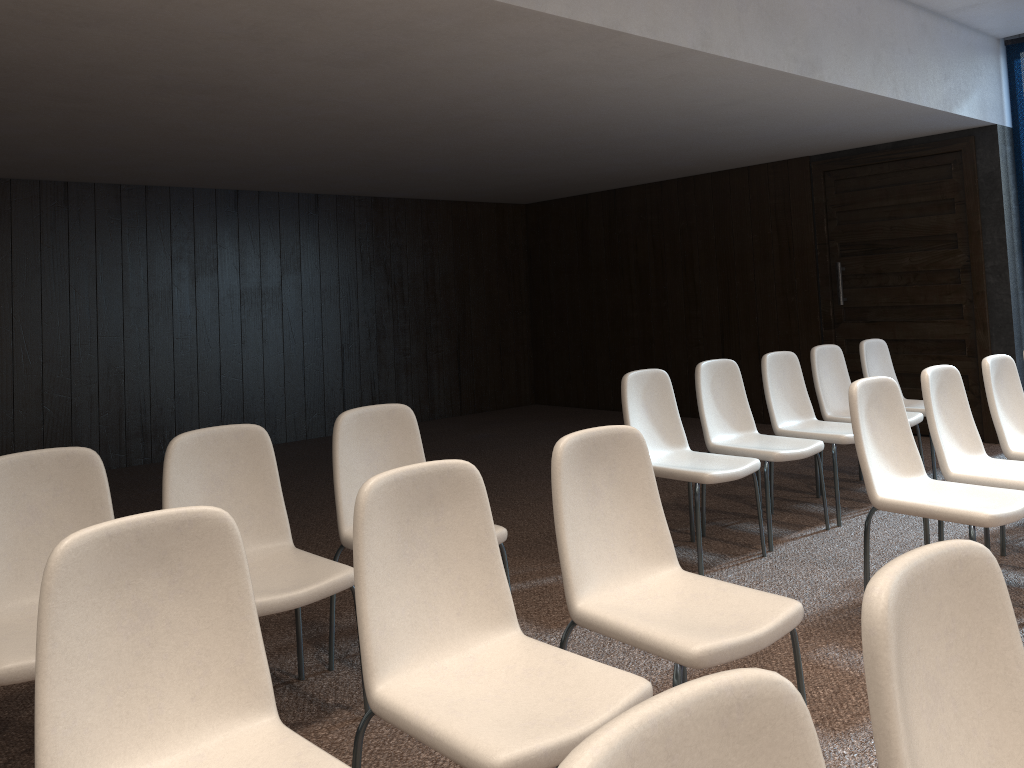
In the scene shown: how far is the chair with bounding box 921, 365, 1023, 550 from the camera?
3.7 meters

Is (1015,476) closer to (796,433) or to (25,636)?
(796,433)

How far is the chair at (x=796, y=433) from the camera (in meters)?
4.98

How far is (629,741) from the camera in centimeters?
81cm

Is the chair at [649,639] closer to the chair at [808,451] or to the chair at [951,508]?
the chair at [951,508]

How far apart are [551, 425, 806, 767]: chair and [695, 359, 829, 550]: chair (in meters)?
1.92

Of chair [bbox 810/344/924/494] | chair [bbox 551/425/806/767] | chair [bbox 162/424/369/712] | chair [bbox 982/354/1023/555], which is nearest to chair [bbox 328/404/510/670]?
chair [bbox 162/424/369/712]

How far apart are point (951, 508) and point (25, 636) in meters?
3.0

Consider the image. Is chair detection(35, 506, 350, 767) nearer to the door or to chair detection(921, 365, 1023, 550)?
chair detection(921, 365, 1023, 550)

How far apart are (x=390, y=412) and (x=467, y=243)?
6.8 meters
